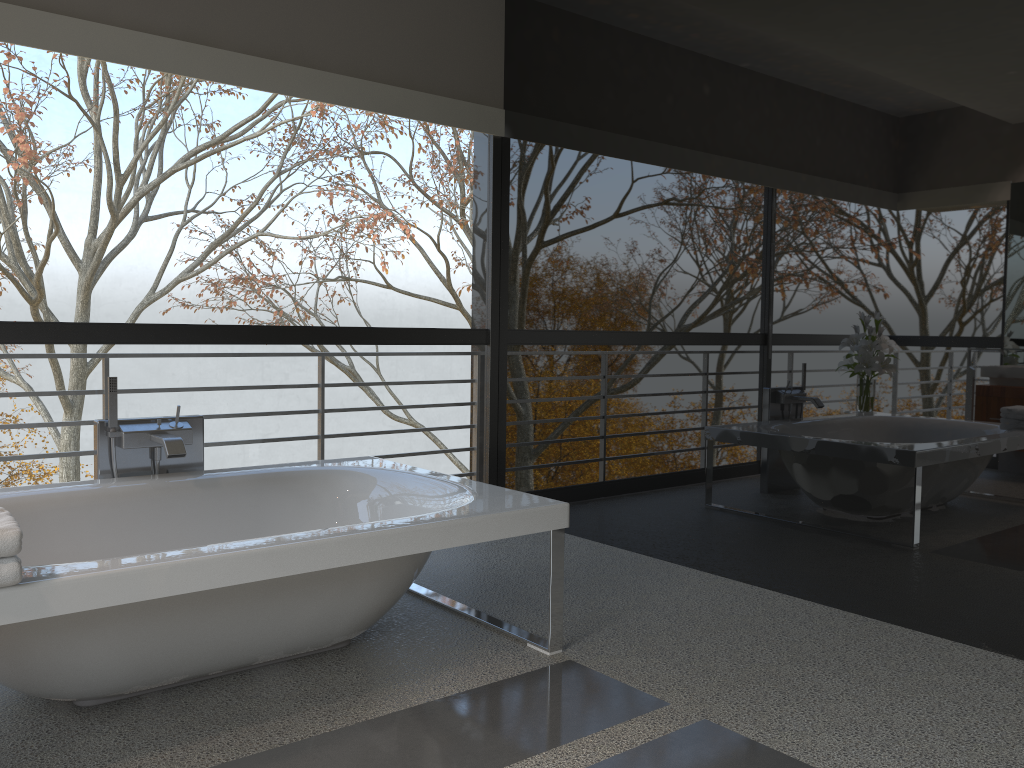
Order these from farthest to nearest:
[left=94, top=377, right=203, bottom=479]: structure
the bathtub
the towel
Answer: [left=94, top=377, right=203, bottom=479]: structure → the bathtub → the towel

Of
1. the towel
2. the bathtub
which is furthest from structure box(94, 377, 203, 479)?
the towel

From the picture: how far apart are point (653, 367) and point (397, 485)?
1.4 meters

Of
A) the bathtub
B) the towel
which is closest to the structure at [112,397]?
the bathtub

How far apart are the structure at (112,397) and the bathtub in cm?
9

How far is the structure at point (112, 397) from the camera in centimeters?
331cm

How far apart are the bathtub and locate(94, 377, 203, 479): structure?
0.09m

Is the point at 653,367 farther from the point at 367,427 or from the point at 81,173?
the point at 81,173

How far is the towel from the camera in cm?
190

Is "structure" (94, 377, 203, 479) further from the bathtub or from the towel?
the towel
